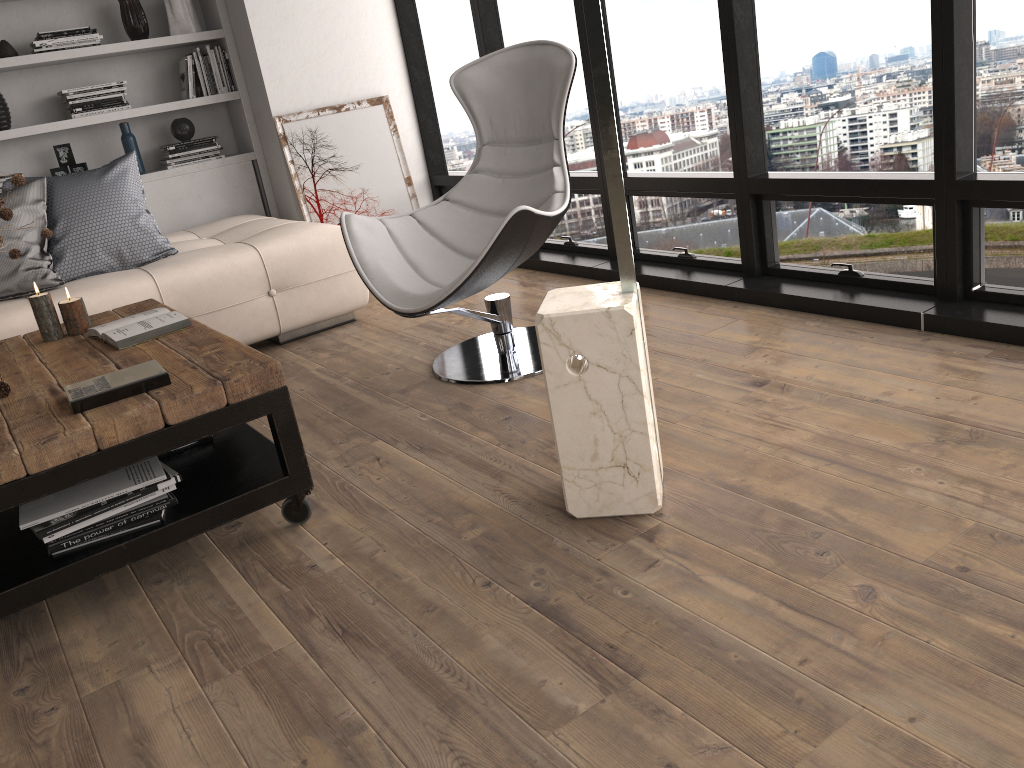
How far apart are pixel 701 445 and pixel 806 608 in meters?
0.8 m

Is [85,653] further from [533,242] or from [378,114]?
[378,114]

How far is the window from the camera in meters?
2.8 m

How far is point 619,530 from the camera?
2.1 meters

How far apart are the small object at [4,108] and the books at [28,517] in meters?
3.3 m

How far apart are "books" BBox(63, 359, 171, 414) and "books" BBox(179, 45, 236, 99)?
3.2 meters

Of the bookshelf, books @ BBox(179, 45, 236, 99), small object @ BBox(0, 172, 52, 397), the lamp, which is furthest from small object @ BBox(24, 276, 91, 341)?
books @ BBox(179, 45, 236, 99)

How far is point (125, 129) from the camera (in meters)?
4.86

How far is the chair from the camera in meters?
2.9 m

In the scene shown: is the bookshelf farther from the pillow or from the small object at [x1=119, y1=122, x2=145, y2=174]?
the pillow
